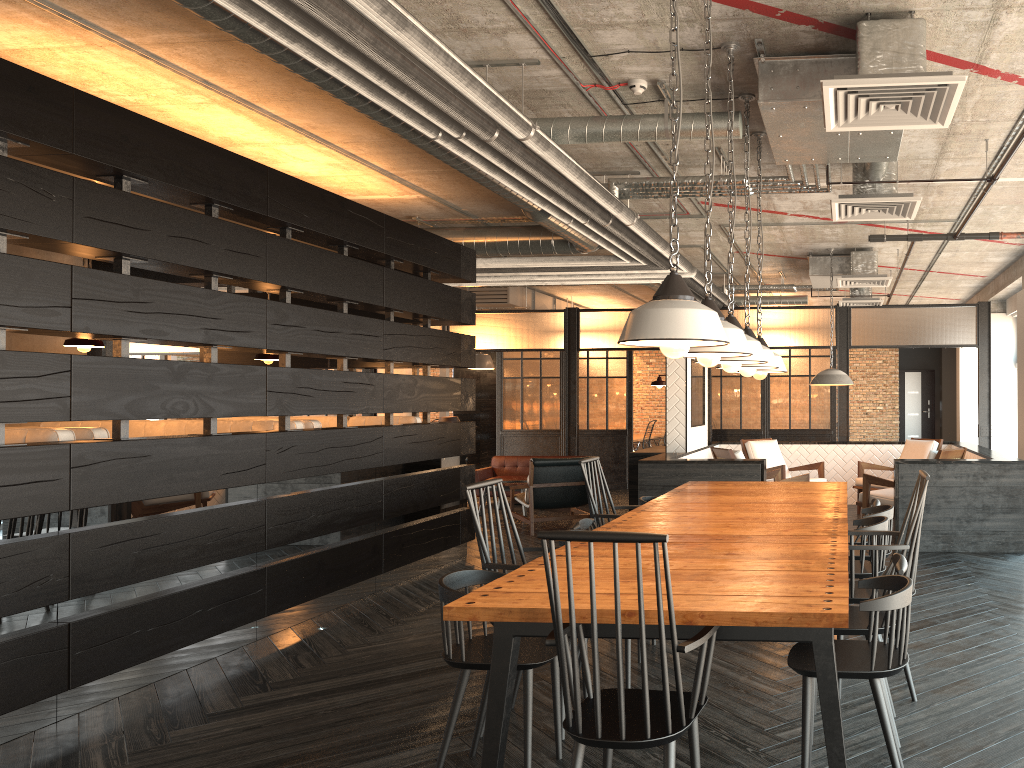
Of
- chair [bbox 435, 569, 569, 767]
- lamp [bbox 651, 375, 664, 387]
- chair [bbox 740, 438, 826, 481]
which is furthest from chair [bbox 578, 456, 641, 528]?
chair [bbox 740, 438, 826, 481]

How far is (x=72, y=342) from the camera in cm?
566

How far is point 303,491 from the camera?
5.82m

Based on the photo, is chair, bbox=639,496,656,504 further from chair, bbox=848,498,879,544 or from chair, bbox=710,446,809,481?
chair, bbox=710,446,809,481

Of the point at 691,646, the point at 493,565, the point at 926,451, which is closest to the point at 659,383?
the point at 926,451

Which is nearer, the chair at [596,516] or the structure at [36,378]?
the structure at [36,378]

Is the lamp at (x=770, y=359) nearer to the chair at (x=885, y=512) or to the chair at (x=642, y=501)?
the chair at (x=885, y=512)

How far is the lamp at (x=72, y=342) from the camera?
5.7 meters

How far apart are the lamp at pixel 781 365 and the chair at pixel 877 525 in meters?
1.0 m

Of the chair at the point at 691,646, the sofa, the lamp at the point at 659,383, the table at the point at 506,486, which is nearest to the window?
the lamp at the point at 659,383
